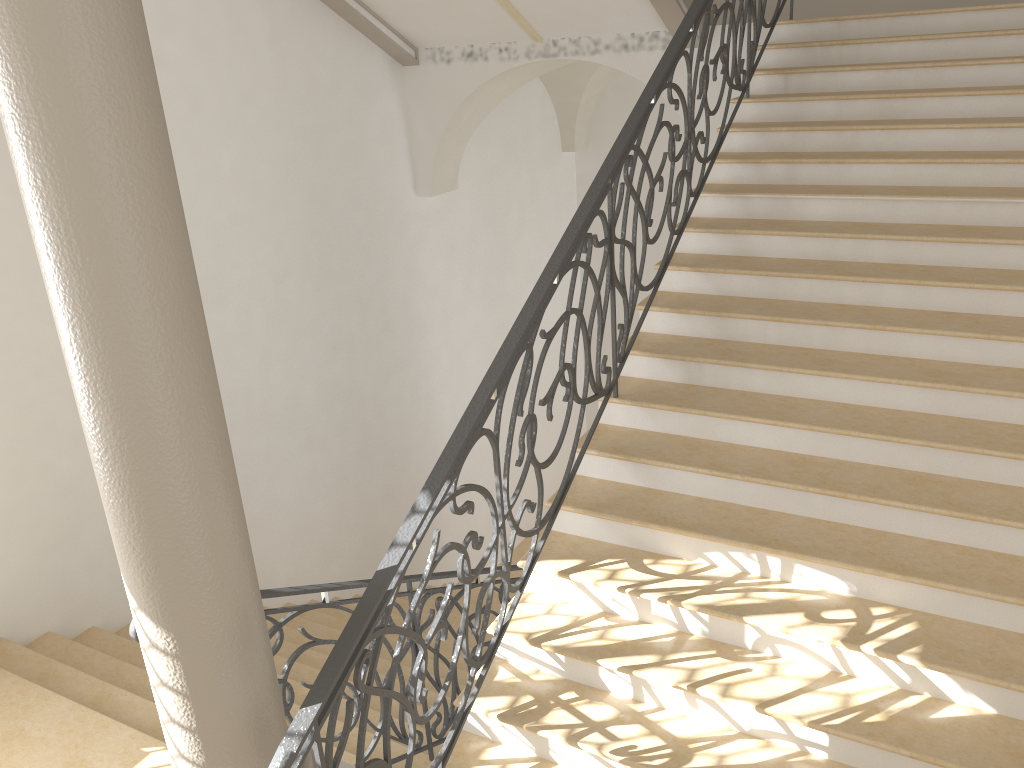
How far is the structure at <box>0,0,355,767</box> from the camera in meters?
2.1 m

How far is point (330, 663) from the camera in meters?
2.8 m

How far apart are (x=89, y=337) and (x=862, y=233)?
→ 4.0m

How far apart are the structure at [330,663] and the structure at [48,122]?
0.2 meters

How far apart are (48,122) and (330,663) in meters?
1.7 m

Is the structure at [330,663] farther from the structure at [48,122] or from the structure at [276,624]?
the structure at [276,624]

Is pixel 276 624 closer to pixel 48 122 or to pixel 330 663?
pixel 330 663

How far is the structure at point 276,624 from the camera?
3.7 meters

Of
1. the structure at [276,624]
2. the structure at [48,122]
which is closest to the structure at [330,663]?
the structure at [48,122]

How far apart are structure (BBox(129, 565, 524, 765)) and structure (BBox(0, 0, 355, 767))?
0.4m
